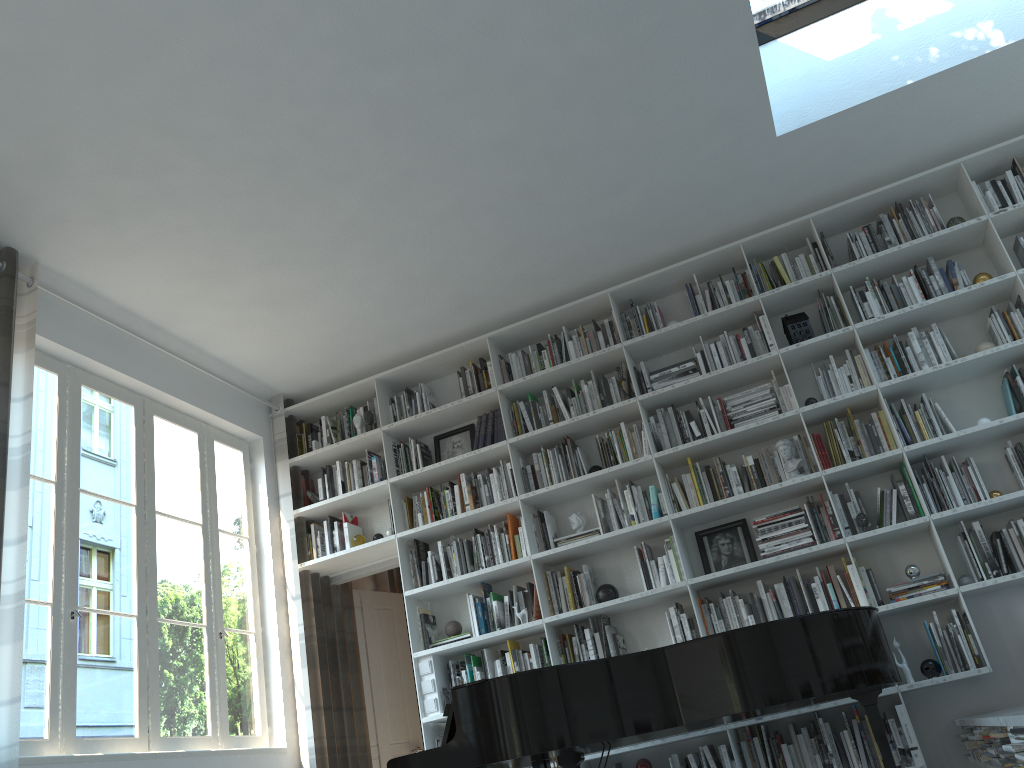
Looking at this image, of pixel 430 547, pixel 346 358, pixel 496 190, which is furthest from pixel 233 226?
pixel 430 547

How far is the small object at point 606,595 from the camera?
5.01m

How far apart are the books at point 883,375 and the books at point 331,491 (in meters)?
3.48

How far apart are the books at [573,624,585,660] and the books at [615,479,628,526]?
0.8 meters

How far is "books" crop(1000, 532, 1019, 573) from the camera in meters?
4.3 m

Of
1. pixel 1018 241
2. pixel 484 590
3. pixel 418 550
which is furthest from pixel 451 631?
pixel 1018 241

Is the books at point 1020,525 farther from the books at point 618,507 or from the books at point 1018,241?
the books at point 618,507

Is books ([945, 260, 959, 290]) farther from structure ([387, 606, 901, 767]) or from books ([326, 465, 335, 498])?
books ([326, 465, 335, 498])

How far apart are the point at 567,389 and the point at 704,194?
1.4m

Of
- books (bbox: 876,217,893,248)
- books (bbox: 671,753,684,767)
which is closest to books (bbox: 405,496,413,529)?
books (bbox: 671,753,684,767)
